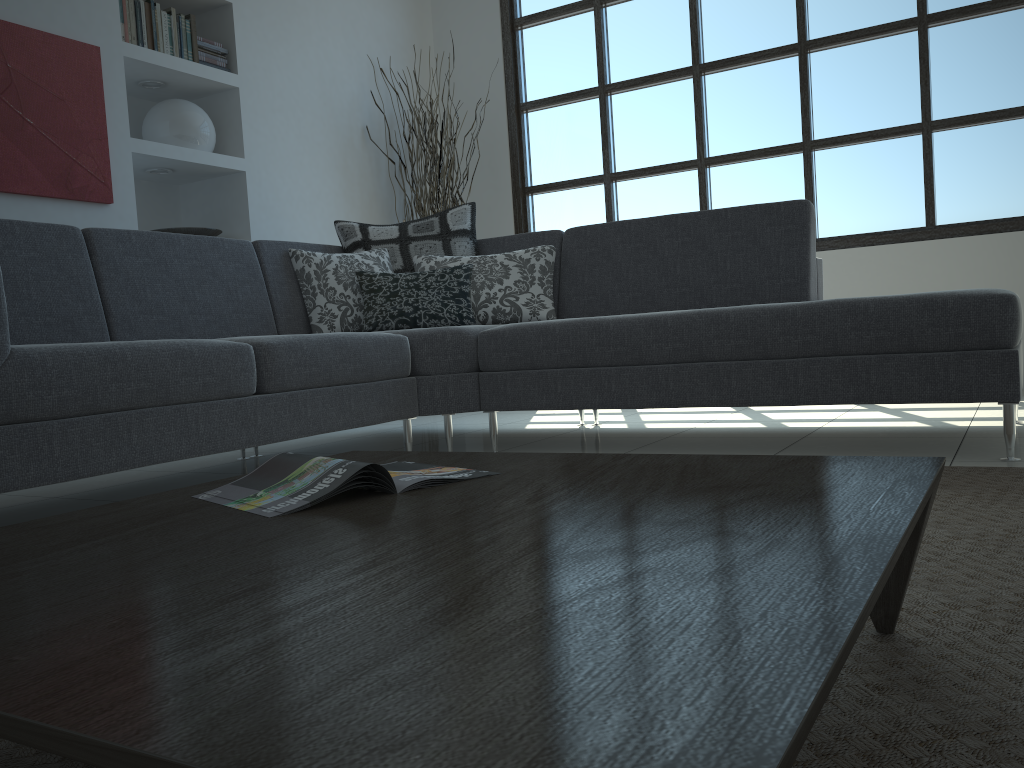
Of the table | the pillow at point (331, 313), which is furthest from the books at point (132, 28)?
the table

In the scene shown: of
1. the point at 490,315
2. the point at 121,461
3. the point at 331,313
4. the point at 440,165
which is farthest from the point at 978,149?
the point at 121,461

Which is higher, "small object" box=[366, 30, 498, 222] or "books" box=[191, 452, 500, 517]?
"small object" box=[366, 30, 498, 222]

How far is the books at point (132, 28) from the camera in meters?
3.9 m

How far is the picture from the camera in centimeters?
339cm

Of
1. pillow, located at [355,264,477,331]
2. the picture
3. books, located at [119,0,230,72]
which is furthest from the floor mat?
books, located at [119,0,230,72]

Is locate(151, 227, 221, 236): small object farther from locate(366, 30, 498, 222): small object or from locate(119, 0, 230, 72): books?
locate(366, 30, 498, 222): small object

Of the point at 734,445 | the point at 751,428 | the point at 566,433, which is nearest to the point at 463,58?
the point at 566,433

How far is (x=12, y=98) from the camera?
3.39m

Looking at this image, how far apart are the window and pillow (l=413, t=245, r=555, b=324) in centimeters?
174cm
